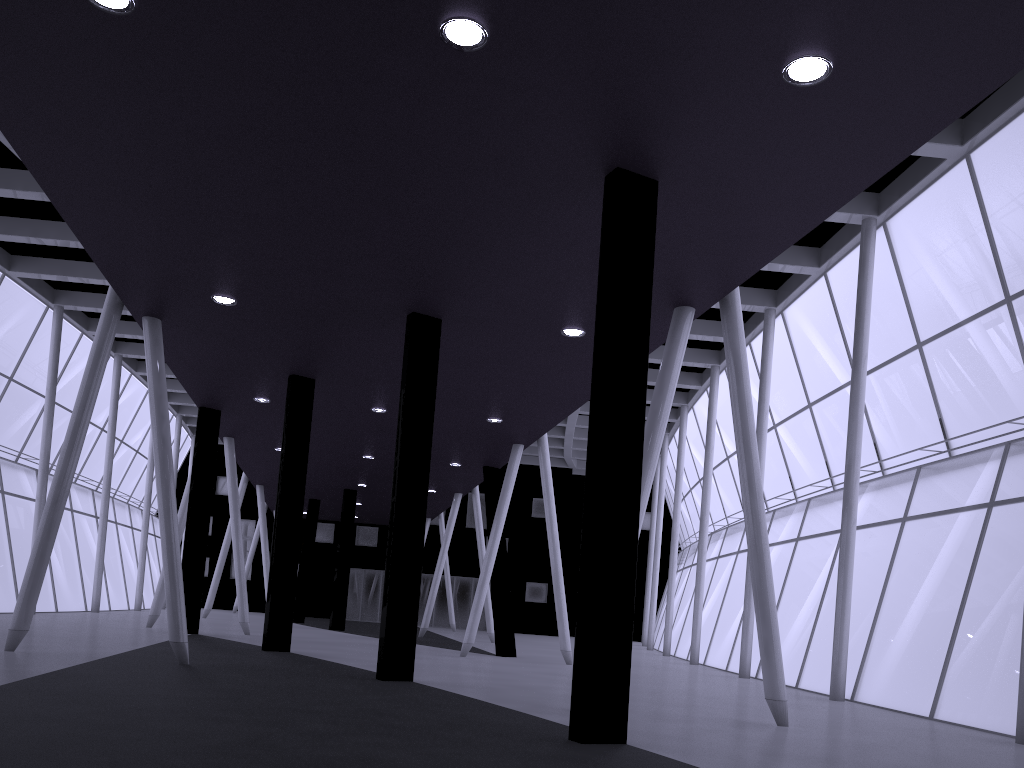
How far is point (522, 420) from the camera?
28.57m
